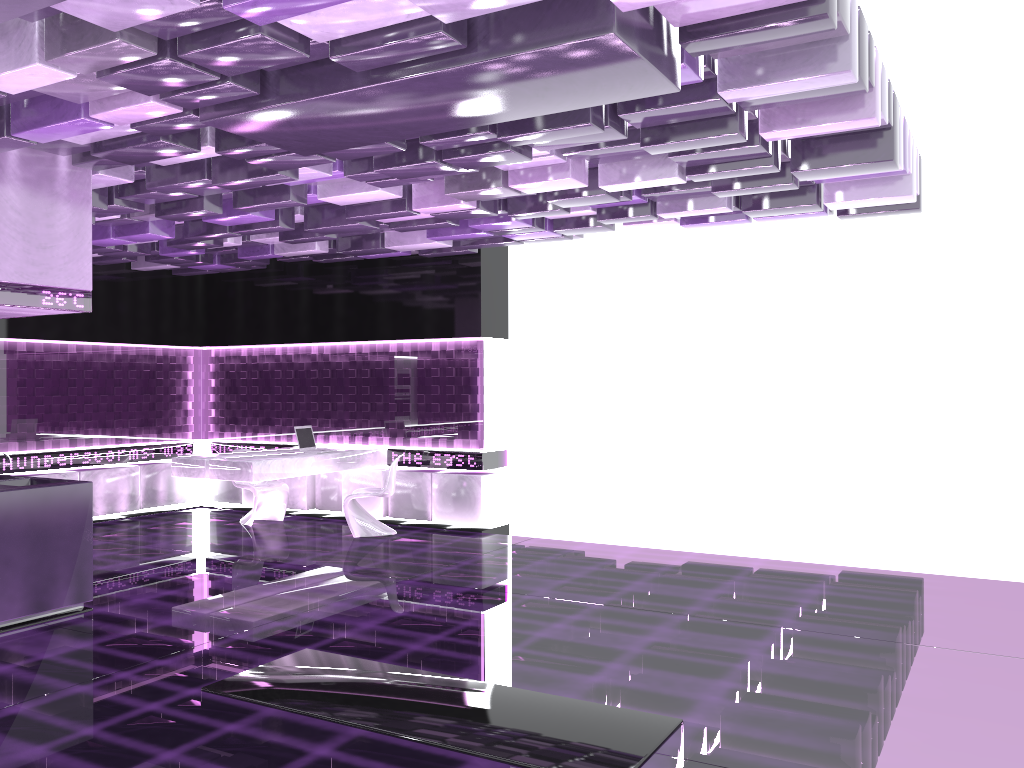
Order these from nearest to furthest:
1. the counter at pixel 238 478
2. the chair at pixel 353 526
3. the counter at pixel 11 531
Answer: the counter at pixel 11 531, the counter at pixel 238 478, the chair at pixel 353 526

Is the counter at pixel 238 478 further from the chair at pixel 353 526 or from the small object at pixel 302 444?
the chair at pixel 353 526

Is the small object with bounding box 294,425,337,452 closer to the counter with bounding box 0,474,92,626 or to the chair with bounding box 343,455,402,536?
the chair with bounding box 343,455,402,536

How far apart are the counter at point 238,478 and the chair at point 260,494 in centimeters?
55cm

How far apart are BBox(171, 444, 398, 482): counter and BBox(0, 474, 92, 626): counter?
2.20m

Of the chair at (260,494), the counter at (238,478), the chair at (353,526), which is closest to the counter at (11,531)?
the counter at (238,478)

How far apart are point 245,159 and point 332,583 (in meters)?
3.34

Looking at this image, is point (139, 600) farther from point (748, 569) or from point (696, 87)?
point (696, 87)

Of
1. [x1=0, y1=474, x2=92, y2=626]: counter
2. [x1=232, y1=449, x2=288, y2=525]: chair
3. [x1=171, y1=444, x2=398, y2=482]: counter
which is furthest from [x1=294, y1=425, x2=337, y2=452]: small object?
[x1=0, y1=474, x2=92, y2=626]: counter

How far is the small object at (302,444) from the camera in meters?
9.7
